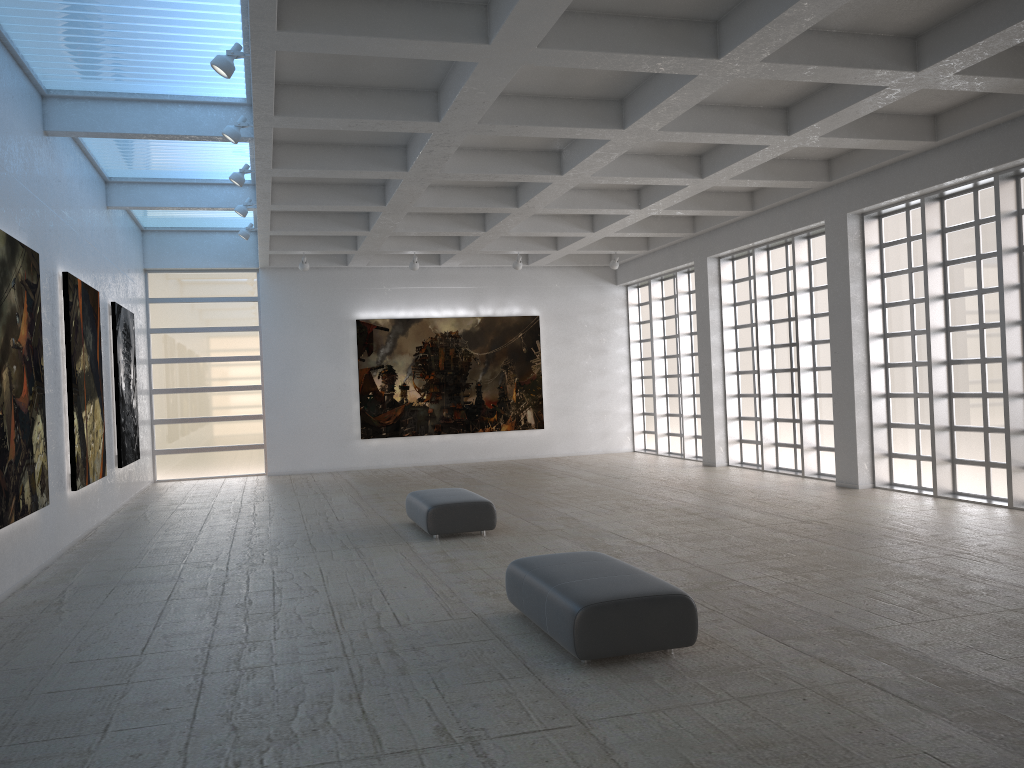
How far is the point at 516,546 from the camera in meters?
18.2
